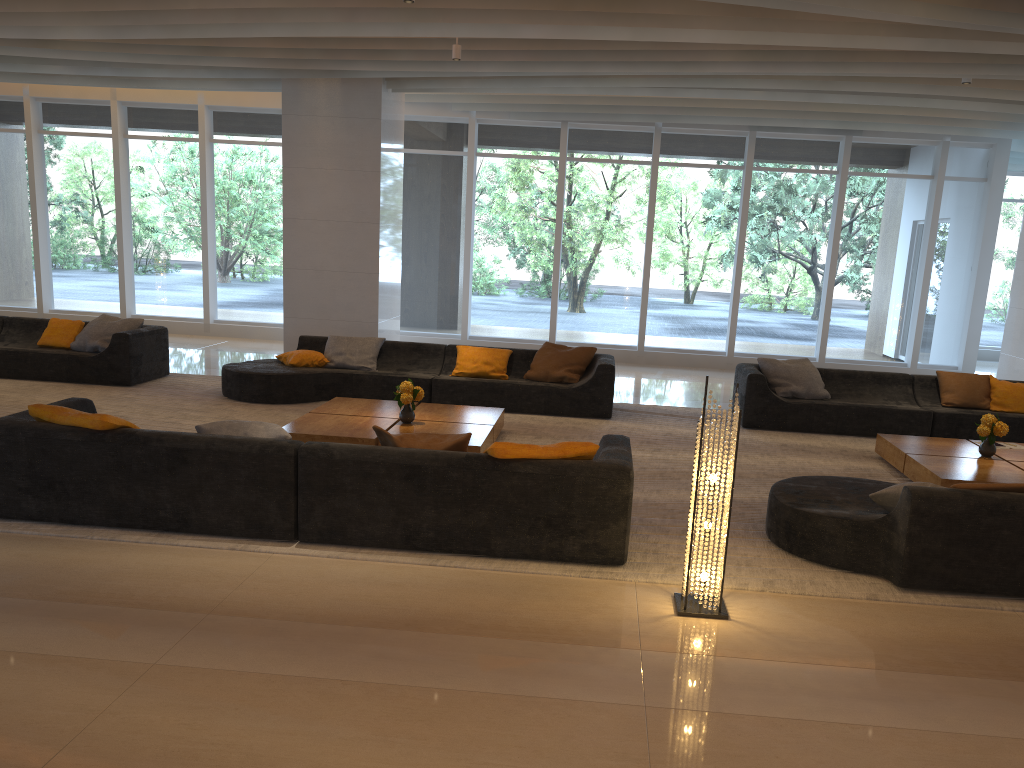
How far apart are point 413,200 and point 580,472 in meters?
9.9

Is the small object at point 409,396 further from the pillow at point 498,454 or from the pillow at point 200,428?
the pillow at point 498,454

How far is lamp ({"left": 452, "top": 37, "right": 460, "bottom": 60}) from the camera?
8.8 meters

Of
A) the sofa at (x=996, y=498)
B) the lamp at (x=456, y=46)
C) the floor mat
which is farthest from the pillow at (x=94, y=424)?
the lamp at (x=456, y=46)

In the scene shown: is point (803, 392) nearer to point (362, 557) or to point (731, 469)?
point (731, 469)

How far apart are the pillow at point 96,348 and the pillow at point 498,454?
6.61m

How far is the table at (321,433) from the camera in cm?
684

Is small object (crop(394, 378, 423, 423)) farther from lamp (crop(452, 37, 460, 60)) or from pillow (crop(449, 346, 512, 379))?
lamp (crop(452, 37, 460, 60))

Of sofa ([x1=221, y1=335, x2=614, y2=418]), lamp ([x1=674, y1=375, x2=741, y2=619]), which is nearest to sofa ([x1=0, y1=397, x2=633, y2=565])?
lamp ([x1=674, y1=375, x2=741, y2=619])

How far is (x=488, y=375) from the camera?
9.4m
